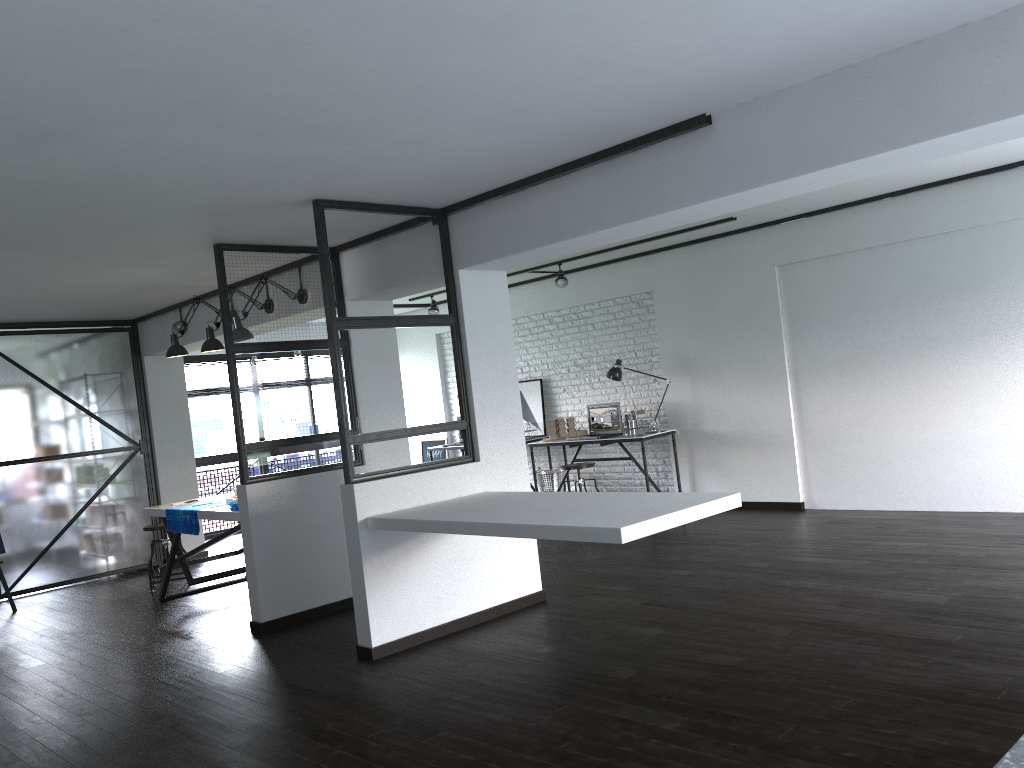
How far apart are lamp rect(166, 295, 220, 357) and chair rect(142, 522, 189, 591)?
1.4m

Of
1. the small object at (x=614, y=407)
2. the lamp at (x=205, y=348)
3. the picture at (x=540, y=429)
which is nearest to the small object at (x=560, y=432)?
the small object at (x=614, y=407)

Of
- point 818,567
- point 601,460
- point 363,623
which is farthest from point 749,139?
point 601,460

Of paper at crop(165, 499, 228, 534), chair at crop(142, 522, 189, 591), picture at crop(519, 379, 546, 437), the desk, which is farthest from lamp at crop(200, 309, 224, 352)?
picture at crop(519, 379, 546, 437)

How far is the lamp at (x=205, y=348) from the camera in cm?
606

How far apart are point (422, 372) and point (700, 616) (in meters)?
6.79

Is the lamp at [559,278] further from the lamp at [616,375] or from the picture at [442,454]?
the picture at [442,454]

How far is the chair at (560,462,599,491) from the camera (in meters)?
7.90

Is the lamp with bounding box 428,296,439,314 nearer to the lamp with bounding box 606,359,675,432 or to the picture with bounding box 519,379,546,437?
the picture with bounding box 519,379,546,437

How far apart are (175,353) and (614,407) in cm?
394
